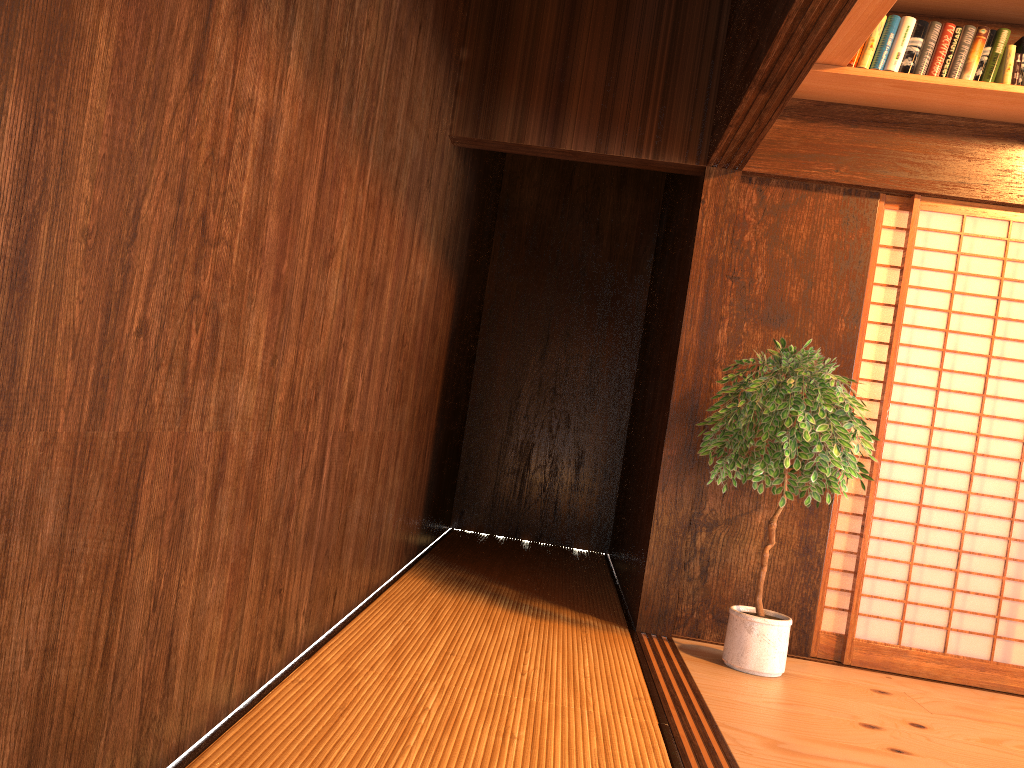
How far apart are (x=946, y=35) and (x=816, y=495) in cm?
194

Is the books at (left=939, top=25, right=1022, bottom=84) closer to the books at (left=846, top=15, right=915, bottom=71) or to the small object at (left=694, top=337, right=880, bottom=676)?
the books at (left=846, top=15, right=915, bottom=71)

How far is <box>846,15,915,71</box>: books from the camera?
3.55m

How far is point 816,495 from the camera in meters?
3.2

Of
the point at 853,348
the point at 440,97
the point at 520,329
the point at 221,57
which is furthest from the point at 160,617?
the point at 520,329

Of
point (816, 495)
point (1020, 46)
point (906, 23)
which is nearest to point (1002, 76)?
point (1020, 46)

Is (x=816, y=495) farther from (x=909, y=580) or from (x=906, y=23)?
(x=906, y=23)

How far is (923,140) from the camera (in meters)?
3.82

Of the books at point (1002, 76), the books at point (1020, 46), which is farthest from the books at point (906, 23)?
the books at point (1020, 46)

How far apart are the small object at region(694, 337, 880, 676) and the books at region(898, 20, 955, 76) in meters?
1.2
